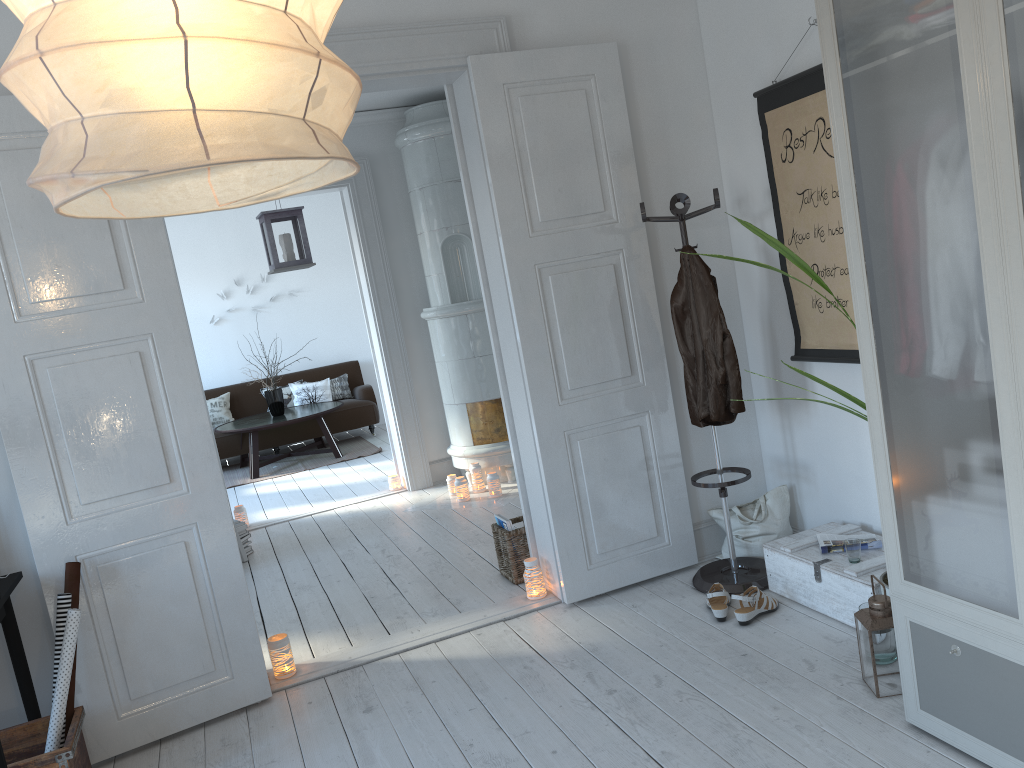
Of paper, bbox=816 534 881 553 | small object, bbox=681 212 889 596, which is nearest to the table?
paper, bbox=816 534 881 553

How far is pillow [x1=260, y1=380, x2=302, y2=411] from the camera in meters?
9.8

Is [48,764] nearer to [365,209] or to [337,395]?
[365,209]

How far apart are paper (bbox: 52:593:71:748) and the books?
1.95m

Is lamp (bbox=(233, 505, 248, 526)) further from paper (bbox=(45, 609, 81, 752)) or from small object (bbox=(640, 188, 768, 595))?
small object (bbox=(640, 188, 768, 595))

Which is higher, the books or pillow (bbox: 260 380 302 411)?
pillow (bbox: 260 380 302 411)

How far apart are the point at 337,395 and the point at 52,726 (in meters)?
7.27

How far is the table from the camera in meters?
8.5

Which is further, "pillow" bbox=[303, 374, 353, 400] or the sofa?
"pillow" bbox=[303, 374, 353, 400]

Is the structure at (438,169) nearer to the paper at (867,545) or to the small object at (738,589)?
the small object at (738,589)
